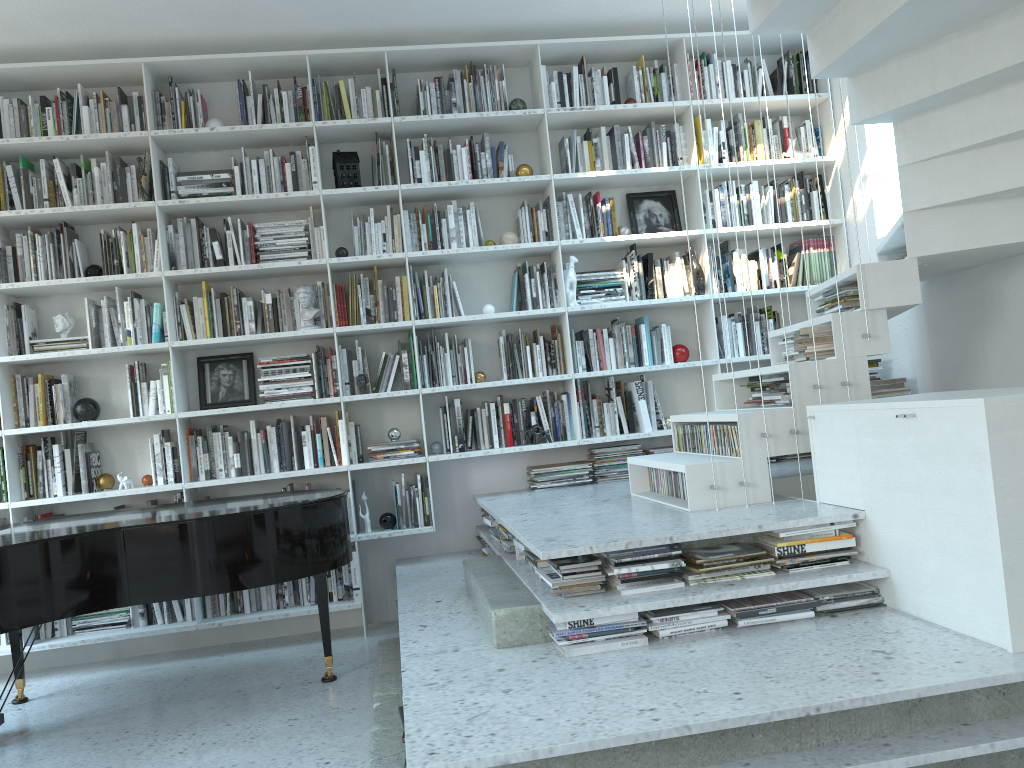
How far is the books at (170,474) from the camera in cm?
467

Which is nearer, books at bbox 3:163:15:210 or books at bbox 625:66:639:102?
books at bbox 3:163:15:210

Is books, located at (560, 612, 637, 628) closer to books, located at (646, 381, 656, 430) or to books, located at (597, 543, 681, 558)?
books, located at (597, 543, 681, 558)

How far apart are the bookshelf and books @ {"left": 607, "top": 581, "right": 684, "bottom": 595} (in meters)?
1.99

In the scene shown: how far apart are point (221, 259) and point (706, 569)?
3.1m

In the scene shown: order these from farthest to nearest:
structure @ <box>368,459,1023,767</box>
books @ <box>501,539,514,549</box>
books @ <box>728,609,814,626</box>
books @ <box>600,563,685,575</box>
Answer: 1. books @ <box>501,539,514,549</box>
2. books @ <box>600,563,685,575</box>
3. books @ <box>728,609,814,626</box>
4. structure @ <box>368,459,1023,767</box>

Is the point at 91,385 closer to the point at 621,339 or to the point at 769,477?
the point at 621,339

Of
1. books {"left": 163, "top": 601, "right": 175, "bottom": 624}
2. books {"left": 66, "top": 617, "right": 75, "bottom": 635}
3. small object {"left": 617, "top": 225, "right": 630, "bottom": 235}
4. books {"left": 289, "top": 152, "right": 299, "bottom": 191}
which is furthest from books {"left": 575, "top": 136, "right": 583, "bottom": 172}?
books {"left": 66, "top": 617, "right": 75, "bottom": 635}

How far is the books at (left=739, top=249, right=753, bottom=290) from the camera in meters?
5.1

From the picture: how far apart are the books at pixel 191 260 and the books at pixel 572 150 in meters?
2.2
